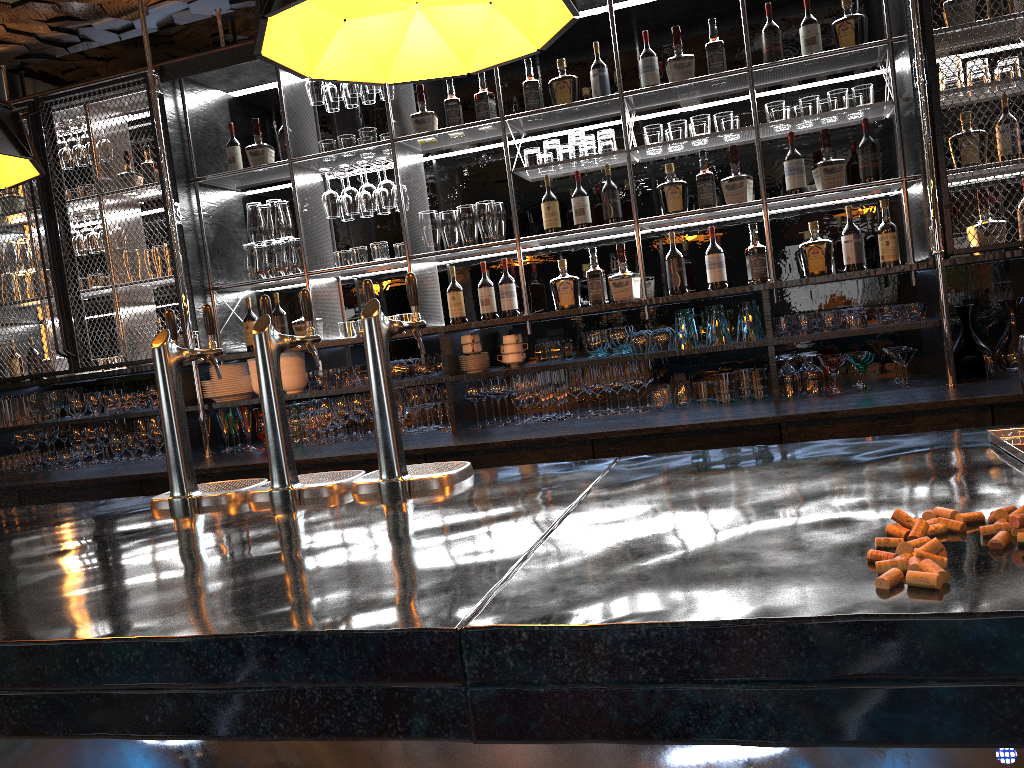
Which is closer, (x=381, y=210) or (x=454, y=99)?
(x=454, y=99)

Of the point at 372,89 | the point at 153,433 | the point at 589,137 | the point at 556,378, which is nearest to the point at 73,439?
the point at 153,433

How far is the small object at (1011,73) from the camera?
3.61m

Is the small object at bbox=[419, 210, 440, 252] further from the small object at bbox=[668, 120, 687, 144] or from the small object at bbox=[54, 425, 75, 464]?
the small object at bbox=[54, 425, 75, 464]

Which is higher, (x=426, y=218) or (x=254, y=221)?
(x=254, y=221)

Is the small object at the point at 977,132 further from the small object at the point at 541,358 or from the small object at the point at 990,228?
the small object at the point at 541,358

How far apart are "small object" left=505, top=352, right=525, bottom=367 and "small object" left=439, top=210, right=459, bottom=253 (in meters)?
0.68

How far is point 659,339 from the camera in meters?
3.9

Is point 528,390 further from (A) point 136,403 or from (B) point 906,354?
(A) point 136,403

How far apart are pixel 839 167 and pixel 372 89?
2.2 meters
